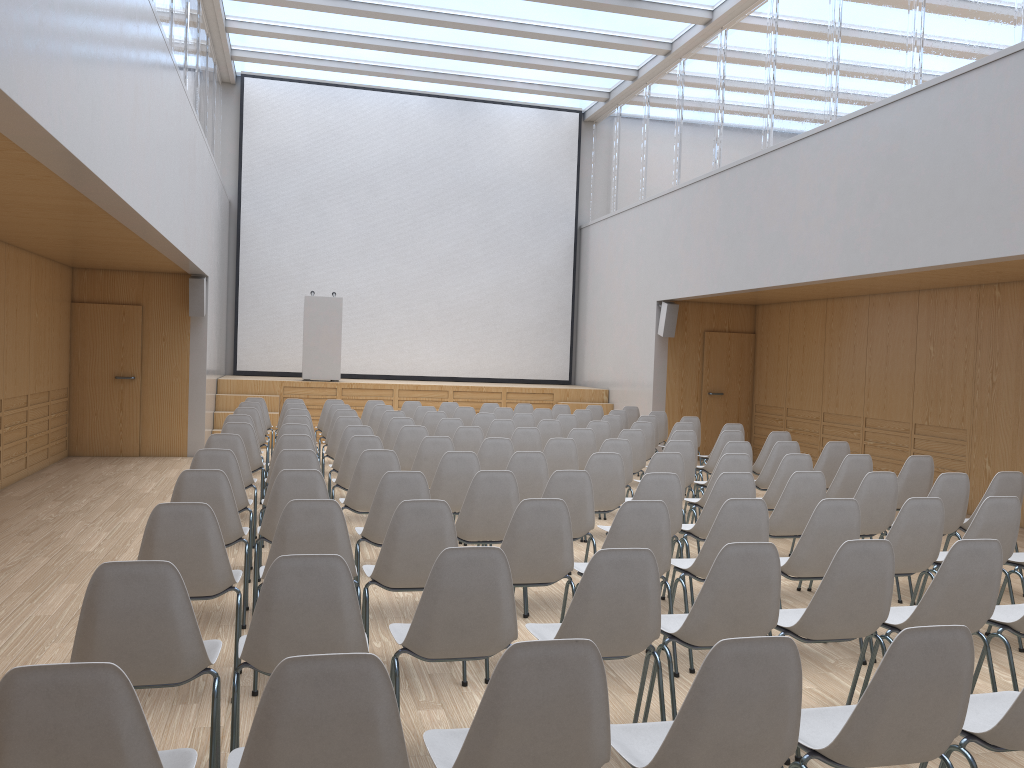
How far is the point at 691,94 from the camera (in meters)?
13.13

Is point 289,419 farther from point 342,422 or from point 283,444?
point 283,444

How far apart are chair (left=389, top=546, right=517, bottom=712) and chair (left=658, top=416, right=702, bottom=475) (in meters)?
7.82

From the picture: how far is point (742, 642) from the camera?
2.1 meters

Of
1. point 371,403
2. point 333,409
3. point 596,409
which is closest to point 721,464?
point 333,409

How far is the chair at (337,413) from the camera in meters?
9.8

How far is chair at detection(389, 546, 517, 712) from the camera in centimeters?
304cm

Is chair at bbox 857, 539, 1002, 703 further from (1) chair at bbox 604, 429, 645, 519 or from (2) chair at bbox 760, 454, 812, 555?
(1) chair at bbox 604, 429, 645, 519

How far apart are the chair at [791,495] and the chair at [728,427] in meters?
4.1 m

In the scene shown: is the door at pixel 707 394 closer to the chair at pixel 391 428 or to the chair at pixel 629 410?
the chair at pixel 629 410
